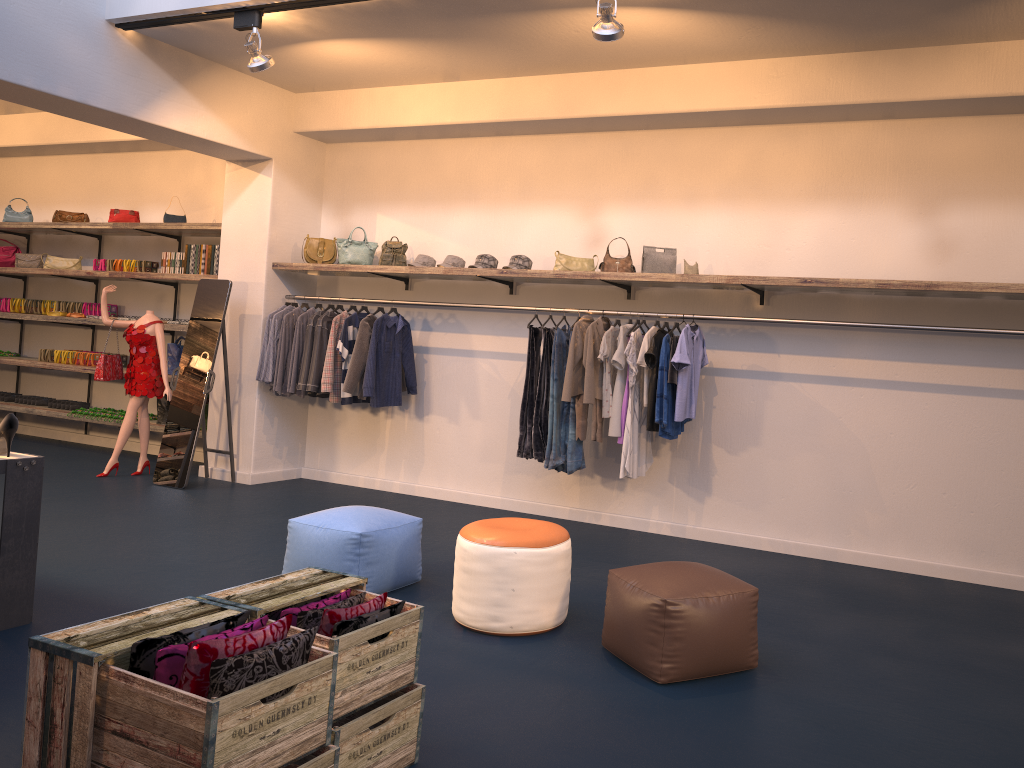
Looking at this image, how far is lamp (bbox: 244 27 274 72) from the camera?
5.98m

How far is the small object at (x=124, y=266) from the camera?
9.2m

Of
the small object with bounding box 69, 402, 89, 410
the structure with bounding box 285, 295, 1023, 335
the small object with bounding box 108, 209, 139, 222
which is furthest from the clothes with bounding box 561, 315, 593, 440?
the small object with bounding box 69, 402, 89, 410

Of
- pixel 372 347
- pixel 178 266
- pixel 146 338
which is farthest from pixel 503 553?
pixel 178 266

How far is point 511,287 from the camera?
7.4m

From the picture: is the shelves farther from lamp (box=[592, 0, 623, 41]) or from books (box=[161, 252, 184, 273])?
lamp (box=[592, 0, 623, 41])

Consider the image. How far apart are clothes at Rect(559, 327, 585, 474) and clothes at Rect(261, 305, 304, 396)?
2.88m

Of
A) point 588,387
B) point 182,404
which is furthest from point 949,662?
point 182,404

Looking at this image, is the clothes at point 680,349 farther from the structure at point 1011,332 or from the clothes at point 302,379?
the clothes at point 302,379

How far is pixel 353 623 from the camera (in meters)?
2.77
